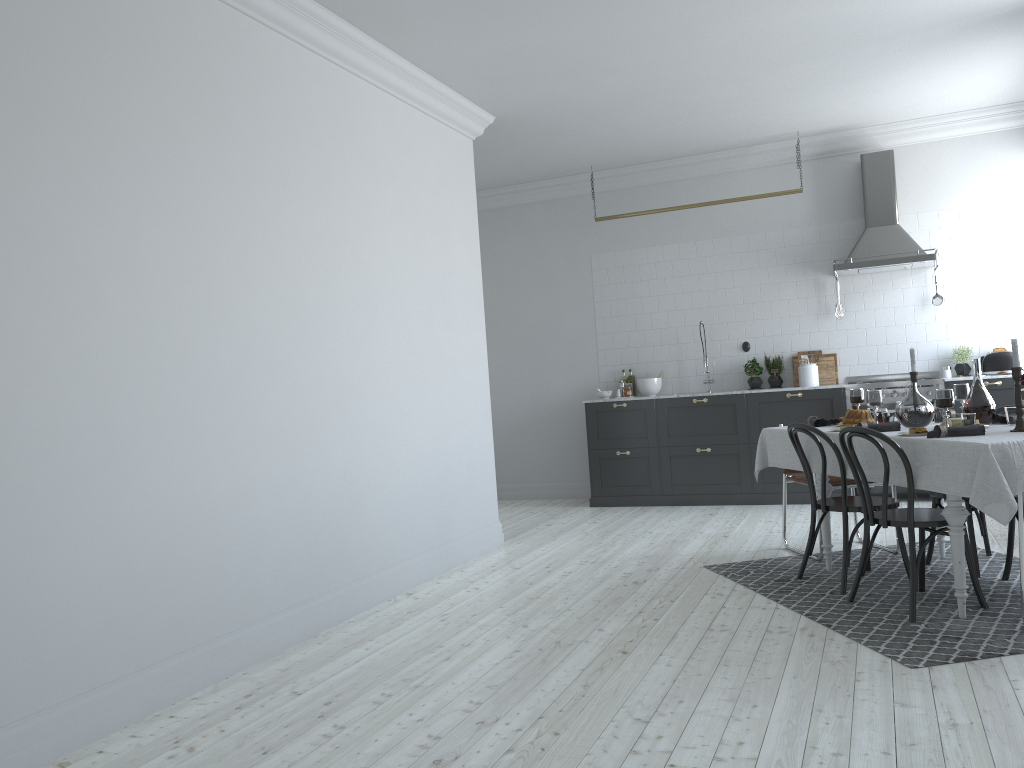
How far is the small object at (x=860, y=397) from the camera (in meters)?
5.41

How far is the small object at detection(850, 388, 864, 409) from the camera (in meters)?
5.41

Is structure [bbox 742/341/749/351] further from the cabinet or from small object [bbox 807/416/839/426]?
small object [bbox 807/416/839/426]

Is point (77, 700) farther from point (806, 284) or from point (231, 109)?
point (806, 284)

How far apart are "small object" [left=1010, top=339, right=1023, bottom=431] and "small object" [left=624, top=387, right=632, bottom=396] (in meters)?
4.86

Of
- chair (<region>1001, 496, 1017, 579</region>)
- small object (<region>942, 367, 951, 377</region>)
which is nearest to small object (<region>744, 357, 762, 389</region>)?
small object (<region>942, 367, 951, 377</region>)

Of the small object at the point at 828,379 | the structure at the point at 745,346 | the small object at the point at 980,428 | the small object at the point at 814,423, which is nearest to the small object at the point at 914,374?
the small object at the point at 814,423

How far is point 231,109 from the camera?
4.3 meters

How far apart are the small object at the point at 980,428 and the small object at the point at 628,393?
4.77m

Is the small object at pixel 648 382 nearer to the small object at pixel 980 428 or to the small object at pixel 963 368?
the small object at pixel 963 368
